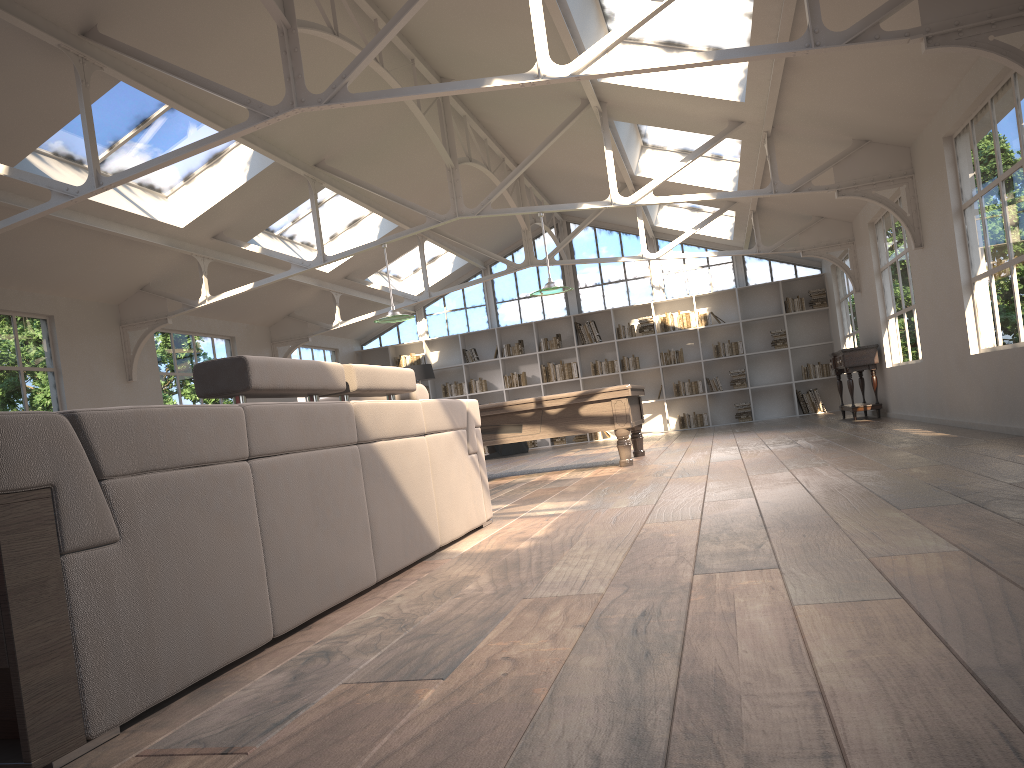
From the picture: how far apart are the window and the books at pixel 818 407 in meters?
2.1

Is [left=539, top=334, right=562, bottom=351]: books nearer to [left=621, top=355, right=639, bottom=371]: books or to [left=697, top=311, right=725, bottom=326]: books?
[left=621, top=355, right=639, bottom=371]: books

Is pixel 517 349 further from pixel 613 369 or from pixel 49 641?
pixel 49 641

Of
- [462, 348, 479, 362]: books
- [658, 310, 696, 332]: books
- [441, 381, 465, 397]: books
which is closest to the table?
[658, 310, 696, 332]: books

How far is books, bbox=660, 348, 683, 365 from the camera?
15.85m

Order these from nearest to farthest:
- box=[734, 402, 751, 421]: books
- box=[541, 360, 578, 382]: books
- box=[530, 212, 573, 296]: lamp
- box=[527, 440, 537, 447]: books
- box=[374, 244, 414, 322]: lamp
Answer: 1. box=[530, 212, 573, 296]: lamp
2. box=[374, 244, 414, 322]: lamp
3. box=[734, 402, 751, 421]: books
4. box=[541, 360, 578, 382]: books
5. box=[527, 440, 537, 447]: books

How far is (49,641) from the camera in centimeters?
169cm

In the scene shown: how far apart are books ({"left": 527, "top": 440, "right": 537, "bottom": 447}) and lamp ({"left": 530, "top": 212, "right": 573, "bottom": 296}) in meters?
7.4

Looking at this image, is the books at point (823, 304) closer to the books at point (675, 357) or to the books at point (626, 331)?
the books at point (675, 357)

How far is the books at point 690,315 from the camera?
15.79m
